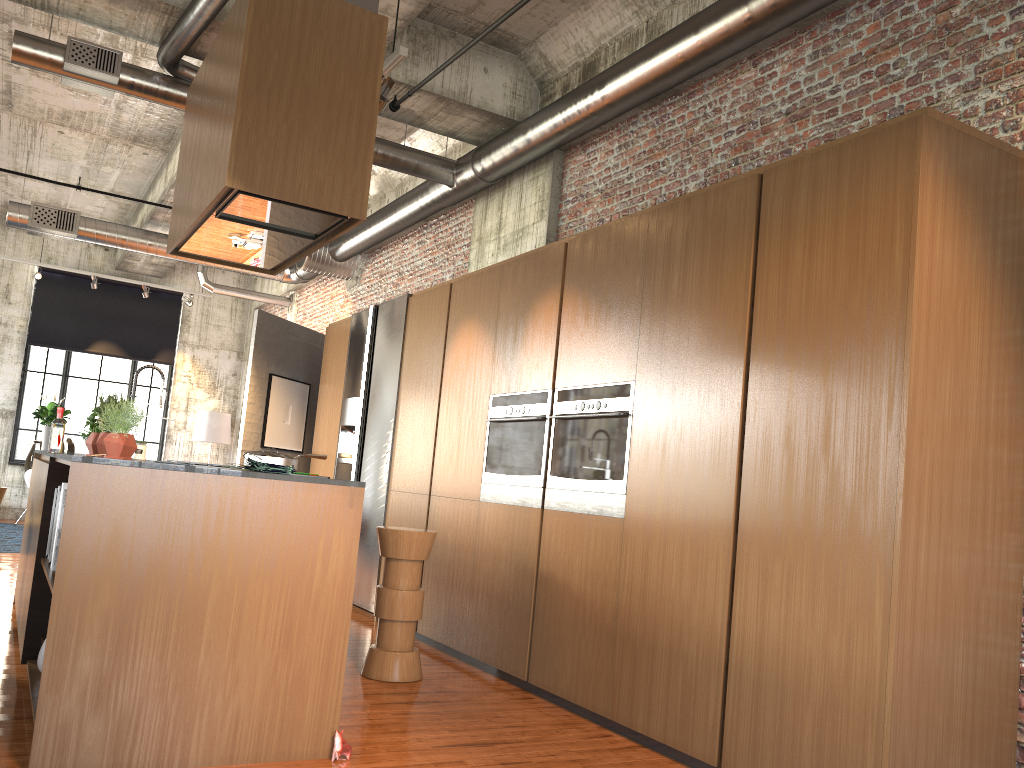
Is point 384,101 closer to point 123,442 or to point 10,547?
point 123,442

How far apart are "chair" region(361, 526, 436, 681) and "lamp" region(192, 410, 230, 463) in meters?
11.4

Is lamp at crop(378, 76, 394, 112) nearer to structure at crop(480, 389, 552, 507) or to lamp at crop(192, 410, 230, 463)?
structure at crop(480, 389, 552, 507)

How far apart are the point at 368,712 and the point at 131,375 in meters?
13.4 m

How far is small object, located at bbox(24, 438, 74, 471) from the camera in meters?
15.1 m

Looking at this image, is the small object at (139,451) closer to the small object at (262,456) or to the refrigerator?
the refrigerator

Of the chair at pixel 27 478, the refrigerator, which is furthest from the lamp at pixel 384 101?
the chair at pixel 27 478

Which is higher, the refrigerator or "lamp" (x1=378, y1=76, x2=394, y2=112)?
"lamp" (x1=378, y1=76, x2=394, y2=112)

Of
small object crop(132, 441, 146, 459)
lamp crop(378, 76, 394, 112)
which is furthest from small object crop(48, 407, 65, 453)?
small object crop(132, 441, 146, 459)

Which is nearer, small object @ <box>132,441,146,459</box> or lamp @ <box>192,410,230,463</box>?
small object @ <box>132,441,146,459</box>
